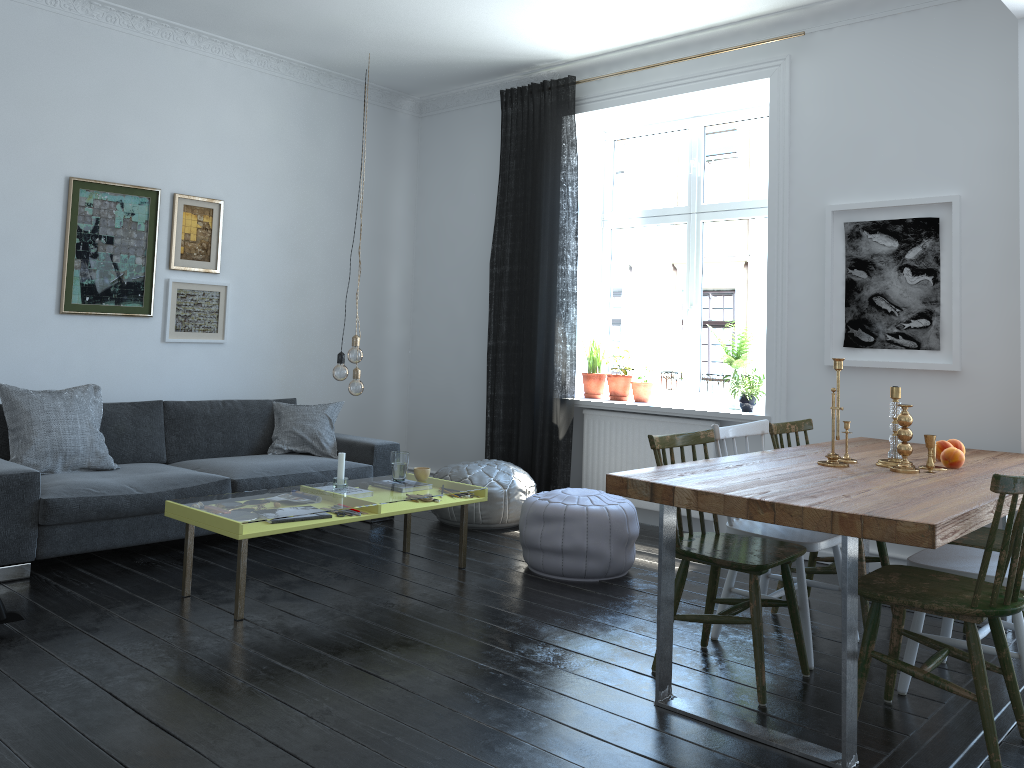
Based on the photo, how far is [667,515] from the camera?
2.92m

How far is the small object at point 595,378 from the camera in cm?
618

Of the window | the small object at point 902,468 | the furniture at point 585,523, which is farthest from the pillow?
the small object at point 902,468

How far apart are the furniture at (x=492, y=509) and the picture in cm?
194

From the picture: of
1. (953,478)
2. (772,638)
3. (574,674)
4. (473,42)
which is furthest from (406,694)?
(473,42)

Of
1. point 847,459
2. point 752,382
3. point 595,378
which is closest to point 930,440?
point 847,459

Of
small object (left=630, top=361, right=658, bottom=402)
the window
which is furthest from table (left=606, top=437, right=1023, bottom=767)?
small object (left=630, top=361, right=658, bottom=402)

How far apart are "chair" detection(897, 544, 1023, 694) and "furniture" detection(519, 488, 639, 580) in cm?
152

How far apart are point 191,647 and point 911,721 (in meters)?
2.53

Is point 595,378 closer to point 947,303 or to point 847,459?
point 947,303
